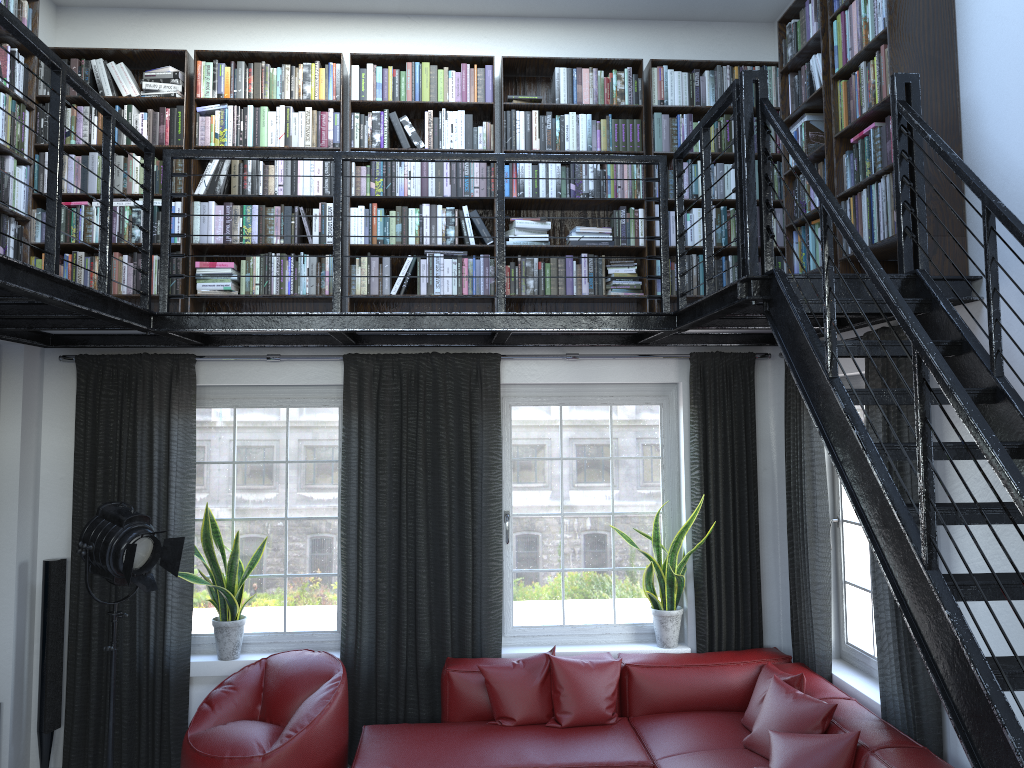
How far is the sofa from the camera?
4.1m

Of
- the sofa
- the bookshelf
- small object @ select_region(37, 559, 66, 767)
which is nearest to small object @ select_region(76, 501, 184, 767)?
small object @ select_region(37, 559, 66, 767)

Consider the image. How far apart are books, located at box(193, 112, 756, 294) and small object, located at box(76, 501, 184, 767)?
1.3 meters

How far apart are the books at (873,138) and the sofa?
2.4m

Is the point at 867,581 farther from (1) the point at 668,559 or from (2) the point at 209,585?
(2) the point at 209,585

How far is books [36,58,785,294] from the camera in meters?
5.1 m

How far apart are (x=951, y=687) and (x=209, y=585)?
4.0m

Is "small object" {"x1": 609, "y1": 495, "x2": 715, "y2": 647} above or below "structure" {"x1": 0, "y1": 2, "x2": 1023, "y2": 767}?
below

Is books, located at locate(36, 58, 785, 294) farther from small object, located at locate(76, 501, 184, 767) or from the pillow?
the pillow

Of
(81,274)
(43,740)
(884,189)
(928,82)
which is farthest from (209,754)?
(928,82)
